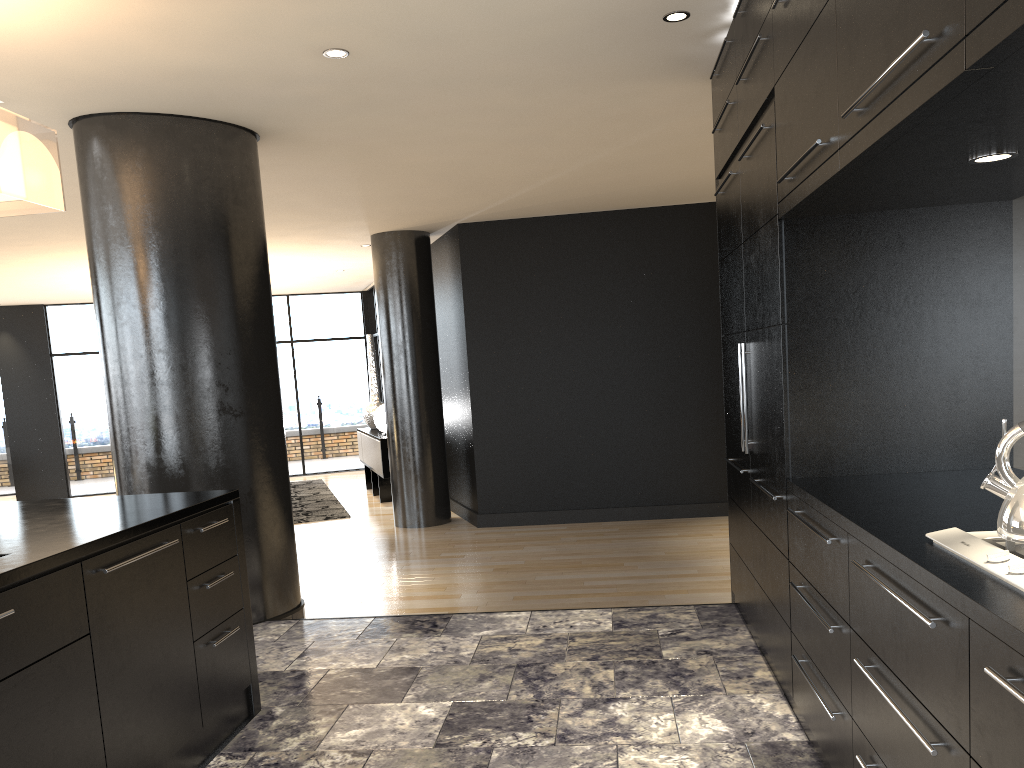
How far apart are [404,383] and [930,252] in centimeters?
591cm

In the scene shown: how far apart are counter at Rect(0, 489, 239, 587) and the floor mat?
5.9 meters

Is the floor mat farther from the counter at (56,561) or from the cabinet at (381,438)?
the counter at (56,561)

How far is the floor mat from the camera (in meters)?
9.29

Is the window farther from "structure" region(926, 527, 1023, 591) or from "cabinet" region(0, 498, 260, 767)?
"structure" region(926, 527, 1023, 591)

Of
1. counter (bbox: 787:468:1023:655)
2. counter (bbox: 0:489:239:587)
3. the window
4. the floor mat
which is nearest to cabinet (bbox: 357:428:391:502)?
the floor mat

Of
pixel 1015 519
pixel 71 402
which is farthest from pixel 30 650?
pixel 71 402

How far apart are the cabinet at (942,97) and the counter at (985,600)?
0.01m

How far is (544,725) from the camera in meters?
2.9 m

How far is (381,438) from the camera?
9.6m
